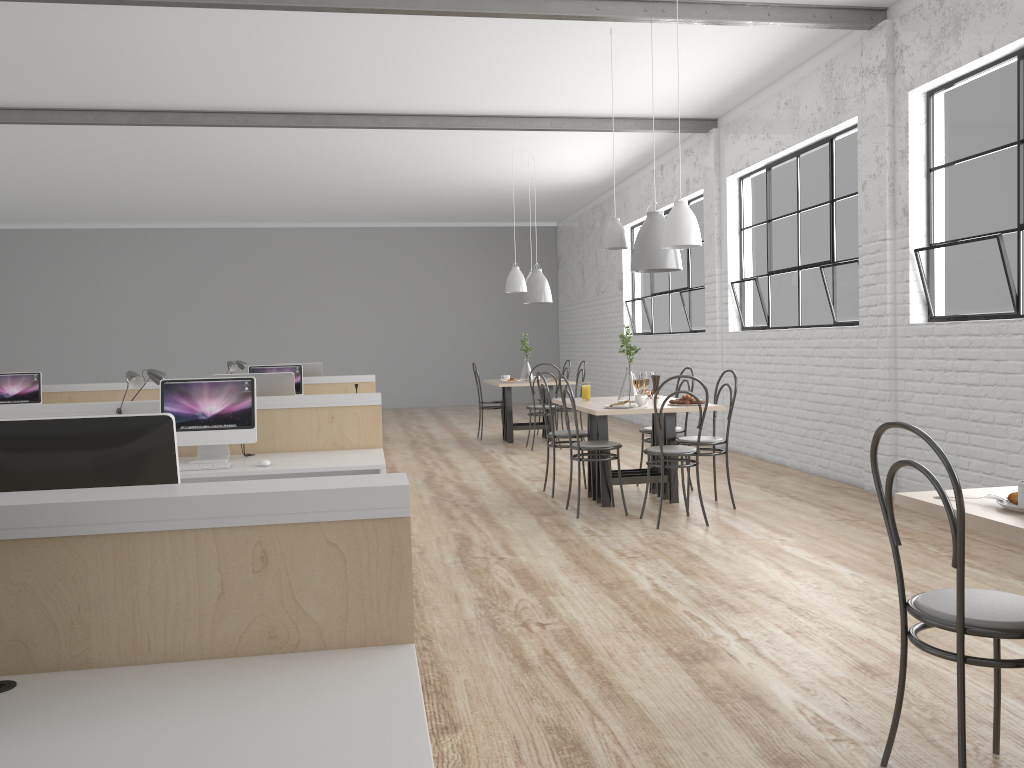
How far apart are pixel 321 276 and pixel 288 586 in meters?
11.0 m

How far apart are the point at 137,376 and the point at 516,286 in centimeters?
399cm

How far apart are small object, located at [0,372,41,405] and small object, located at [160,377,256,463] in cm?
328

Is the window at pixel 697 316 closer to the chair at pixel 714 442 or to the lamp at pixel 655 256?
the lamp at pixel 655 256

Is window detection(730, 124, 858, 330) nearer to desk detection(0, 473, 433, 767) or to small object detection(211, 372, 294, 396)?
small object detection(211, 372, 294, 396)

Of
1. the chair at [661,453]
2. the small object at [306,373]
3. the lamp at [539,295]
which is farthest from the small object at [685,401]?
the small object at [306,373]

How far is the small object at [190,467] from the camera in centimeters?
365cm

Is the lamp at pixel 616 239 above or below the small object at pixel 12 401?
above

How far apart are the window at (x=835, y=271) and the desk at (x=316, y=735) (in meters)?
4.13

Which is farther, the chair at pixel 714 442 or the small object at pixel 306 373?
the small object at pixel 306 373
